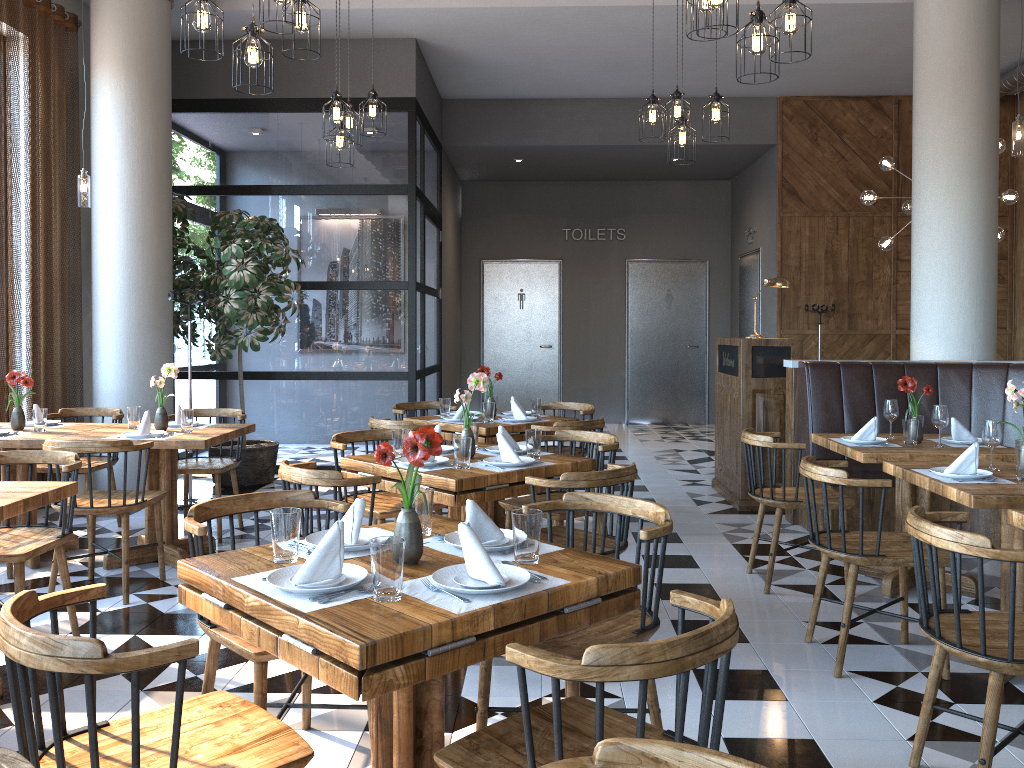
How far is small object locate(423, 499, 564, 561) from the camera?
2.4m

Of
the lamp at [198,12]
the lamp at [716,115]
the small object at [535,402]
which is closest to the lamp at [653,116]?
the lamp at [716,115]

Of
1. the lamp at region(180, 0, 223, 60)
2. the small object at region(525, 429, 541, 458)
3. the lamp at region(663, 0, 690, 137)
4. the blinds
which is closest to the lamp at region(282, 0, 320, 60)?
the lamp at region(180, 0, 223, 60)

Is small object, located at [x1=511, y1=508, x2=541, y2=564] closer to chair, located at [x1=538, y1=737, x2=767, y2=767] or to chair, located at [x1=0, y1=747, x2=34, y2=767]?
chair, located at [x1=538, y1=737, x2=767, y2=767]

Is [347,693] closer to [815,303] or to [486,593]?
[486,593]

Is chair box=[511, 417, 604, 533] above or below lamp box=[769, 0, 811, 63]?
below

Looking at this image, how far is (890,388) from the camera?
5.96m

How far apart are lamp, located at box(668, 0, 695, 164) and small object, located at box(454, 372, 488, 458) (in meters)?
2.45

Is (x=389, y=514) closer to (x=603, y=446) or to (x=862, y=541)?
(x=603, y=446)

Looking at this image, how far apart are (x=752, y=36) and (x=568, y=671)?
3.10m
